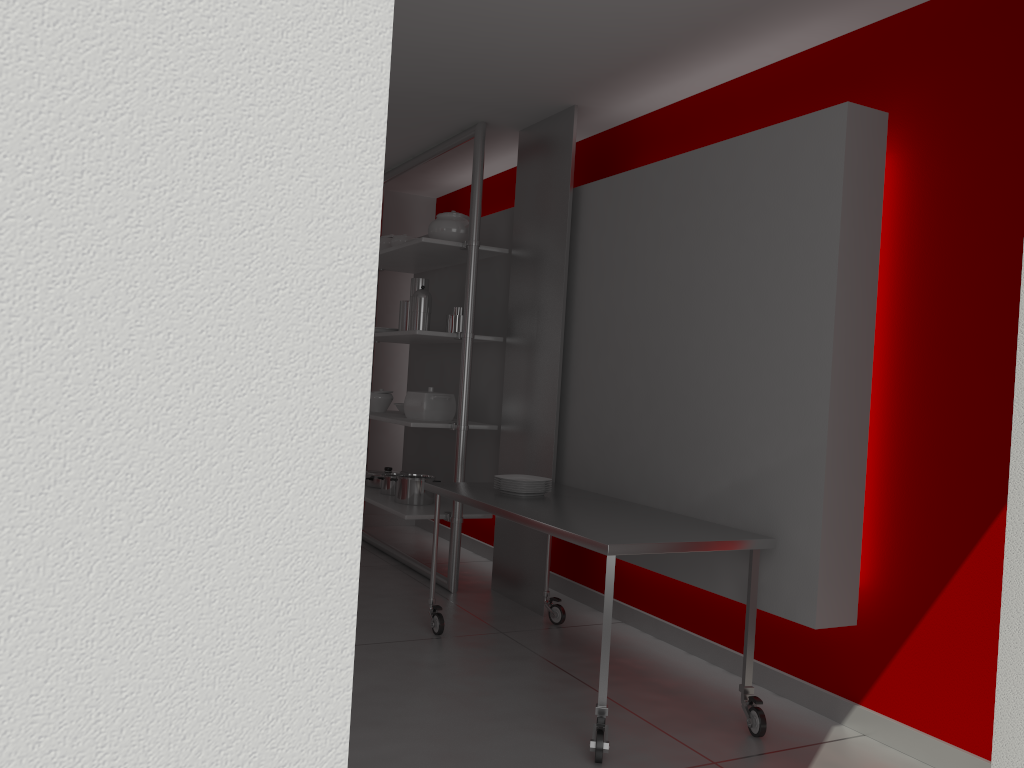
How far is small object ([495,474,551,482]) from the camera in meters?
4.0

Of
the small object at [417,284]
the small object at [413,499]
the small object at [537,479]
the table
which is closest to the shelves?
the small object at [413,499]

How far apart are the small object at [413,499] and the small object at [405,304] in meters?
0.9

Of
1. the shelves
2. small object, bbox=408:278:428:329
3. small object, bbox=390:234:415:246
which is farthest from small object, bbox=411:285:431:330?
small object, bbox=390:234:415:246

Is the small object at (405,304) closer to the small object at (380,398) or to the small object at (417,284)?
the small object at (417,284)

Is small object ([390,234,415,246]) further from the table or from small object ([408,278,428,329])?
the table

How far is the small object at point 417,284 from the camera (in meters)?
5.26

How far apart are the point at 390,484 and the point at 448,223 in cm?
170

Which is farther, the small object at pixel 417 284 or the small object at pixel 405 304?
the small object at pixel 405 304

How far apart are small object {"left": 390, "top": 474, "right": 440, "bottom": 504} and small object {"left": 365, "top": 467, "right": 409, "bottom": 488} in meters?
0.5
